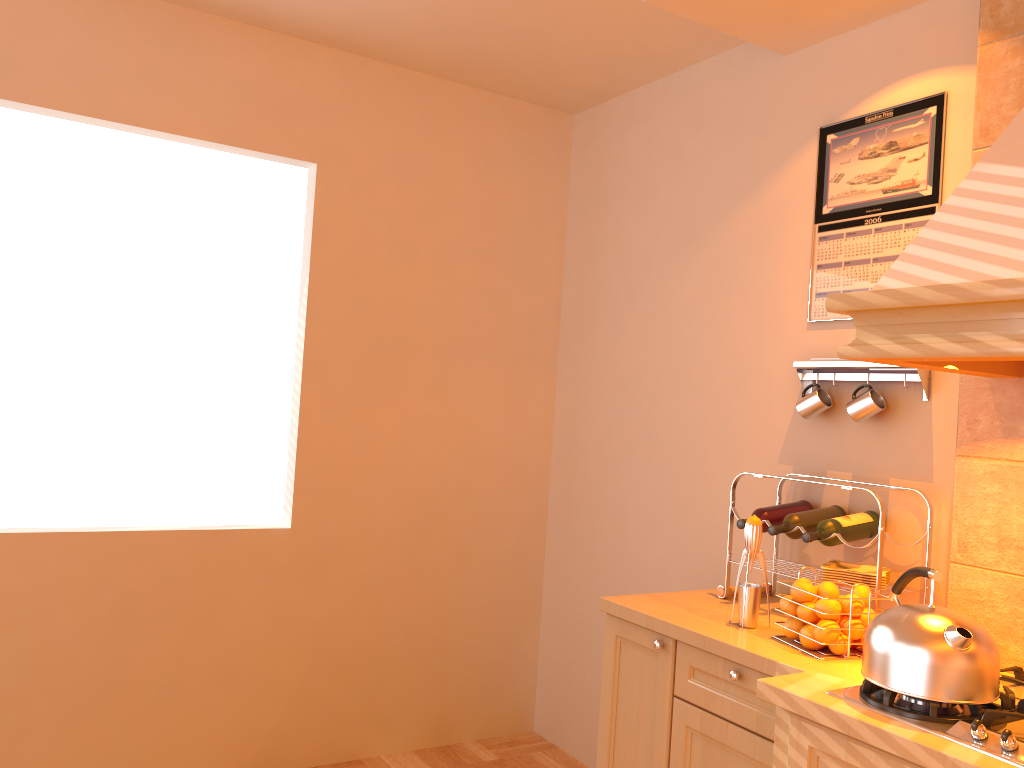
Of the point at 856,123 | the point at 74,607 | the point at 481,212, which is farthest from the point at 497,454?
the point at 856,123

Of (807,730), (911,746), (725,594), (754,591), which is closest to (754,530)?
(754,591)

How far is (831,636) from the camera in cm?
201

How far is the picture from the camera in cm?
243

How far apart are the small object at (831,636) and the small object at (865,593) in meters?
0.1

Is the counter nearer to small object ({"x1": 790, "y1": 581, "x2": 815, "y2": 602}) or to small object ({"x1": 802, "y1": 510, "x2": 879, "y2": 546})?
small object ({"x1": 790, "y1": 581, "x2": 815, "y2": 602})

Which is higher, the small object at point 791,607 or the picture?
the picture

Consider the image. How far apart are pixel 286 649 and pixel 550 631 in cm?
113

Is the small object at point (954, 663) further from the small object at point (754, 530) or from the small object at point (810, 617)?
the small object at point (754, 530)

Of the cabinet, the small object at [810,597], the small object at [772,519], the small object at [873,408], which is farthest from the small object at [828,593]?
the small object at [873,408]
